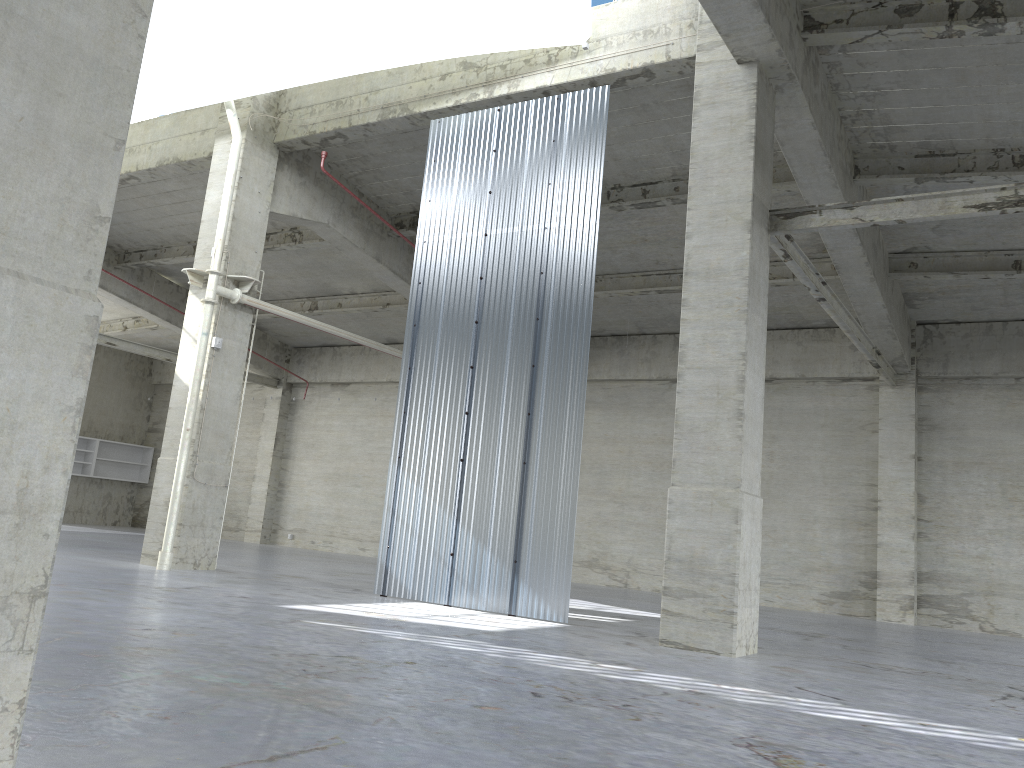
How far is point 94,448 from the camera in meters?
42.1 m

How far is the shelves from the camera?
42.1m

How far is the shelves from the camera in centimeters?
4206cm
